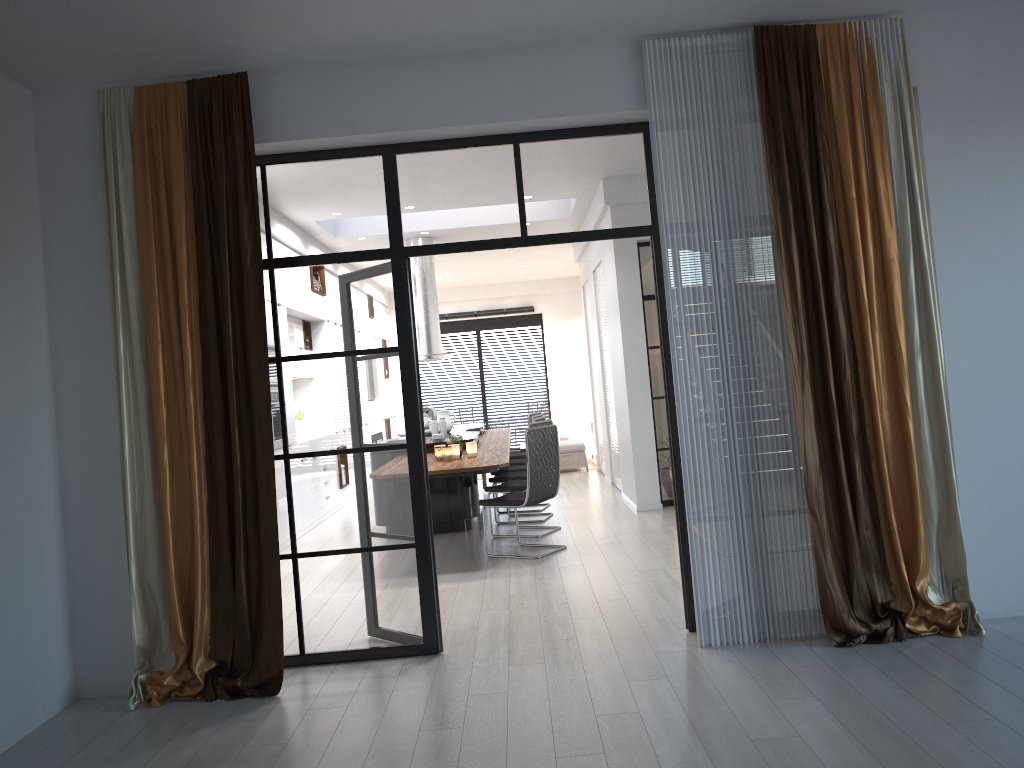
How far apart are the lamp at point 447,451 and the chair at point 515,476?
1.7m

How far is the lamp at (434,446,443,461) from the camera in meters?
7.3

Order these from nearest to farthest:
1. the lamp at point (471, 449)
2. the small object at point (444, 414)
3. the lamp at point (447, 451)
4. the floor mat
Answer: the lamp at point (447, 451), the lamp at point (471, 449), the small object at point (444, 414), the floor mat

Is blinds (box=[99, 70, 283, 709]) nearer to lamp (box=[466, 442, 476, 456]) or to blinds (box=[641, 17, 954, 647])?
A: blinds (box=[641, 17, 954, 647])

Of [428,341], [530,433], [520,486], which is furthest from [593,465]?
[530,433]

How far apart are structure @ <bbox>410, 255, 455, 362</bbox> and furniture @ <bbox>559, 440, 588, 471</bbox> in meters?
2.7

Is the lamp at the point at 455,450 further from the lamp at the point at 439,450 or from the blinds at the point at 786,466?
the blinds at the point at 786,466

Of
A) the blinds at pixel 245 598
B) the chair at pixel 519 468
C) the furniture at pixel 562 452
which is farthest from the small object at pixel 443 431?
the blinds at pixel 245 598

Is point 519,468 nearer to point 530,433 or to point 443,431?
point 443,431

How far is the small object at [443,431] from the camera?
8.9 meters
